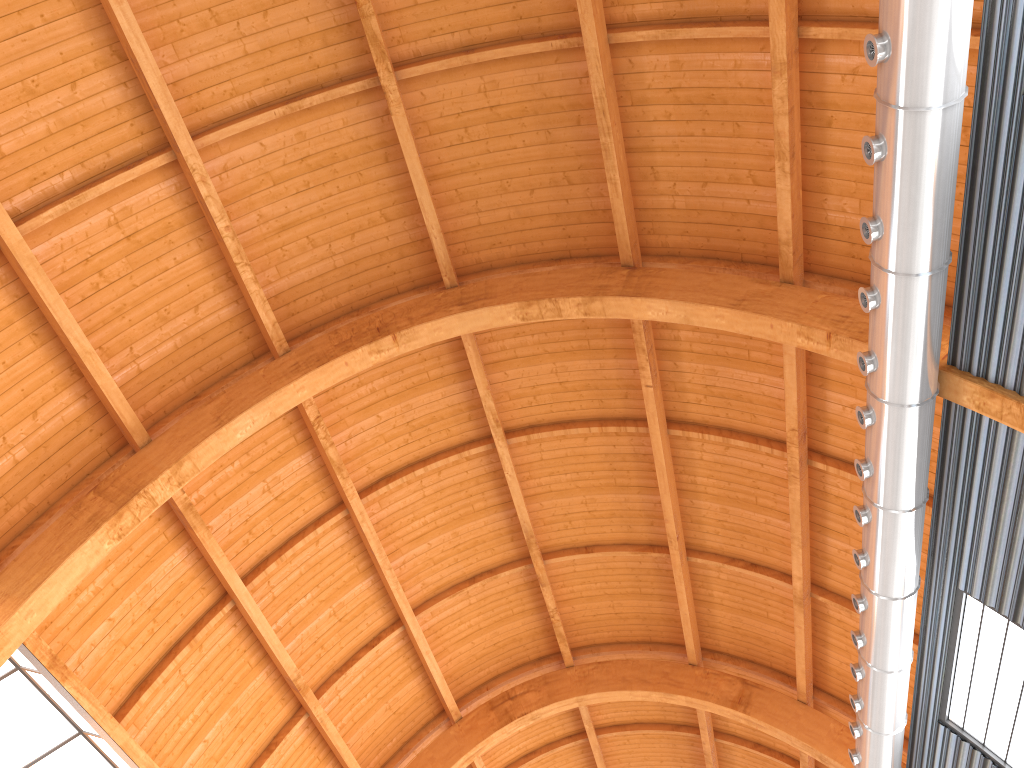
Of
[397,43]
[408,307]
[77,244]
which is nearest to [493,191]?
[408,307]
